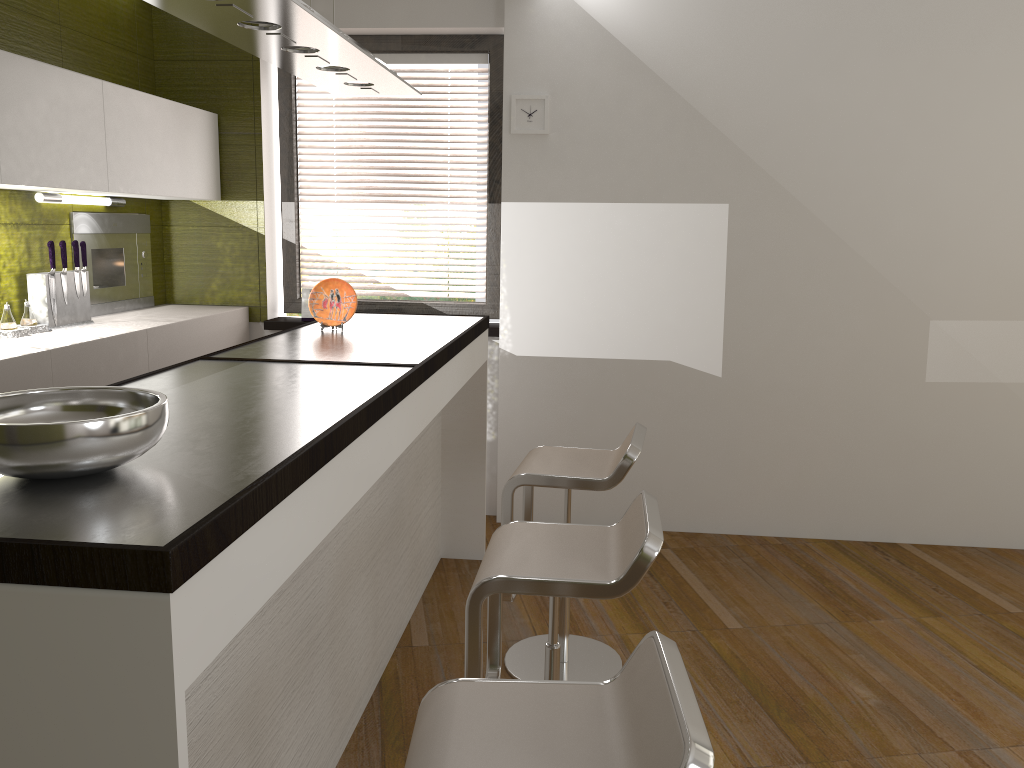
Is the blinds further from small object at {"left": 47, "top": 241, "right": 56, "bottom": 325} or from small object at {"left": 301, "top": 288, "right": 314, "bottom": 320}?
small object at {"left": 47, "top": 241, "right": 56, "bottom": 325}

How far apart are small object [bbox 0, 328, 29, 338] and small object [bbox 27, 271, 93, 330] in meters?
0.2

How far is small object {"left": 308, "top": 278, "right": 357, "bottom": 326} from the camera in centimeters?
330cm

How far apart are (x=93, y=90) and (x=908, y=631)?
3.8 meters

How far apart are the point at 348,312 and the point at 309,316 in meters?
1.4 m

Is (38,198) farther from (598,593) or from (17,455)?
(598,593)

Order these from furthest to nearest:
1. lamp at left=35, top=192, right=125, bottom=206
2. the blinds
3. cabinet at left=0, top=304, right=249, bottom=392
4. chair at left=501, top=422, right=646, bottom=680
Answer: the blinds
lamp at left=35, top=192, right=125, bottom=206
cabinet at left=0, top=304, right=249, bottom=392
chair at left=501, top=422, right=646, bottom=680

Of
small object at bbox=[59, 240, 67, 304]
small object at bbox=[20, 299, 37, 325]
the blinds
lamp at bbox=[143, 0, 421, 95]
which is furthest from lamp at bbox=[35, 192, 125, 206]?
lamp at bbox=[143, 0, 421, 95]

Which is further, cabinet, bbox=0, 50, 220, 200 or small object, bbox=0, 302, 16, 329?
small object, bbox=0, 302, 16, 329

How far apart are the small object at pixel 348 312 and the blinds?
1.5m
